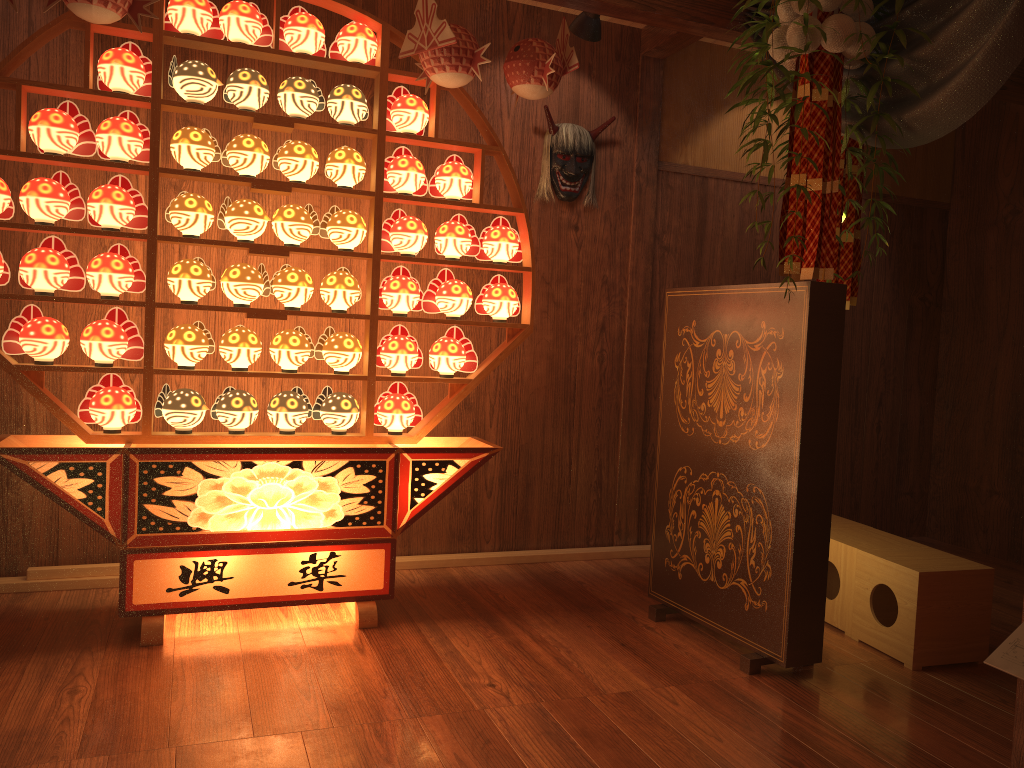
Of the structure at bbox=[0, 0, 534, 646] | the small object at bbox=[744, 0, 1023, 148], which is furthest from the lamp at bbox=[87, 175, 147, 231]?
the small object at bbox=[744, 0, 1023, 148]

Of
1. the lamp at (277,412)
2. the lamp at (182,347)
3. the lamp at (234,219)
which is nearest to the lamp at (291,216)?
the lamp at (234,219)

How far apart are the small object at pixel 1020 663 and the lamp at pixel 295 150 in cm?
252

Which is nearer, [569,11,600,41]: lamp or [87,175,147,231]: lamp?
[87,175,147,231]: lamp

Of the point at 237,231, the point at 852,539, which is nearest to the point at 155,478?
the point at 237,231

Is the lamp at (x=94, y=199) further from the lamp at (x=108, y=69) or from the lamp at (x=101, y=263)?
the lamp at (x=108, y=69)

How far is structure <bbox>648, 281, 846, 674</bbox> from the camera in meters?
2.7

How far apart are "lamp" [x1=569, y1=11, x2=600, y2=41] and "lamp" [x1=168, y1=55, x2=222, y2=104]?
1.4m

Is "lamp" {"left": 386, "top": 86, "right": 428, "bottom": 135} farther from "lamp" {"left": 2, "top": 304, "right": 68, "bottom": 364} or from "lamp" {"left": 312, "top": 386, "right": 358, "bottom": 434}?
"lamp" {"left": 2, "top": 304, "right": 68, "bottom": 364}

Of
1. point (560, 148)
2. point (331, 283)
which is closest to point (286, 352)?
point (331, 283)
